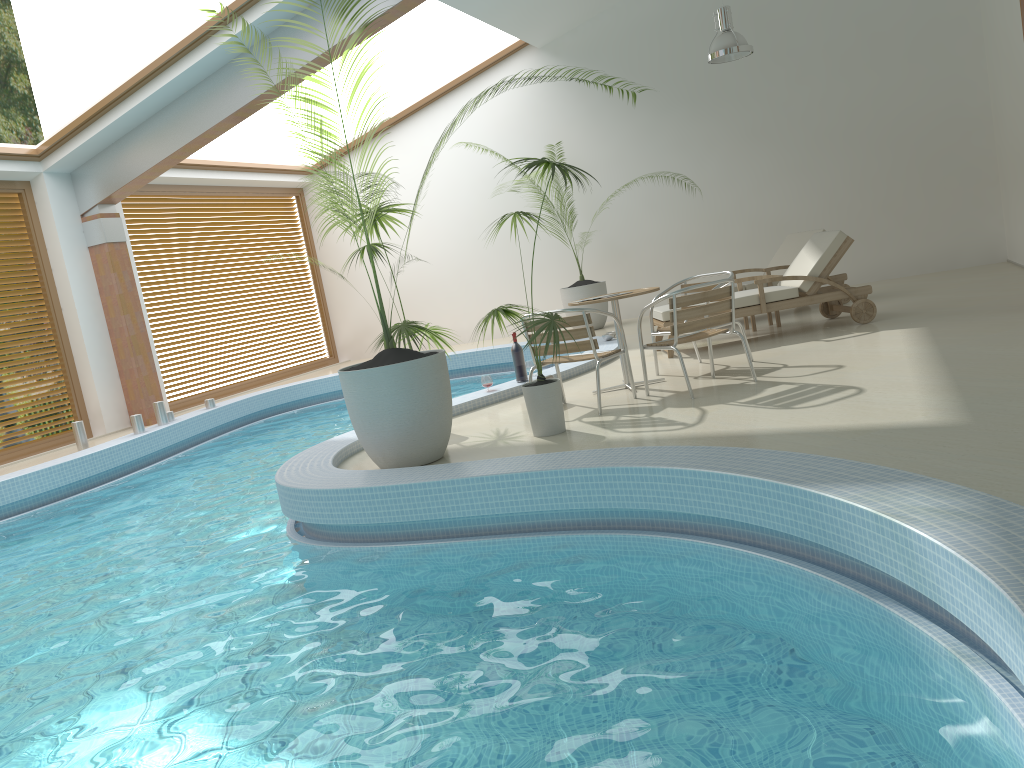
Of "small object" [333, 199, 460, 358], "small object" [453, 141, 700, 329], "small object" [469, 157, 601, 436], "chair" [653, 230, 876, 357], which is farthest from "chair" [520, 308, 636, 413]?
"small object" [453, 141, 700, 329]

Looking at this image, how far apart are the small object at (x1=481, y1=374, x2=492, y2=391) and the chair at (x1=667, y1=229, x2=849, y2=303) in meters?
3.6

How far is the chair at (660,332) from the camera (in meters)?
6.98

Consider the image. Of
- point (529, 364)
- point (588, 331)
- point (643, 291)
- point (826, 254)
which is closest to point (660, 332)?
point (643, 291)

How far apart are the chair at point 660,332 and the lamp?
4.23m

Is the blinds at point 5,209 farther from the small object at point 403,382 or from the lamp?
the lamp

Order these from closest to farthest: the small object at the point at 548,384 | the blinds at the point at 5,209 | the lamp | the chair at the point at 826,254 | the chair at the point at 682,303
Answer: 1. the small object at the point at 548,384
2. the chair at the point at 682,303
3. the chair at the point at 826,254
4. the lamp
5. the blinds at the point at 5,209

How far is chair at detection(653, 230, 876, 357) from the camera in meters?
8.0

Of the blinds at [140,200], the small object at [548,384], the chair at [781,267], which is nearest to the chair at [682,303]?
the small object at [548,384]

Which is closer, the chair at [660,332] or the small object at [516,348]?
the chair at [660,332]
